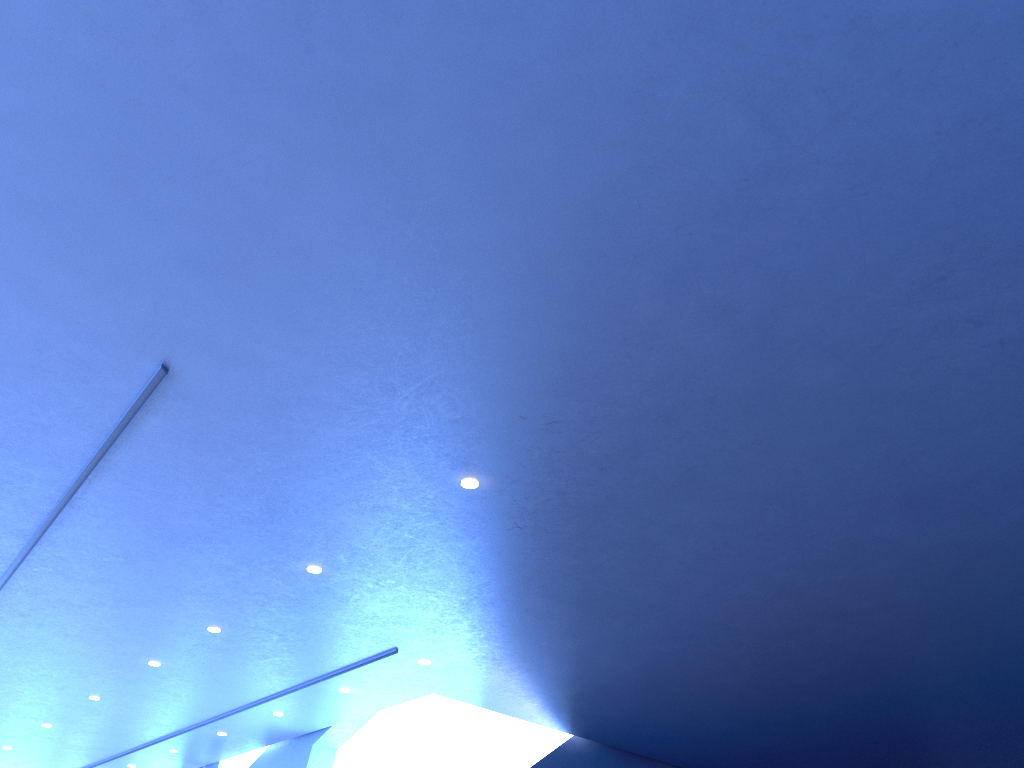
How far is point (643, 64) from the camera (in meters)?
3.06

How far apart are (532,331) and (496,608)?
3.5m
